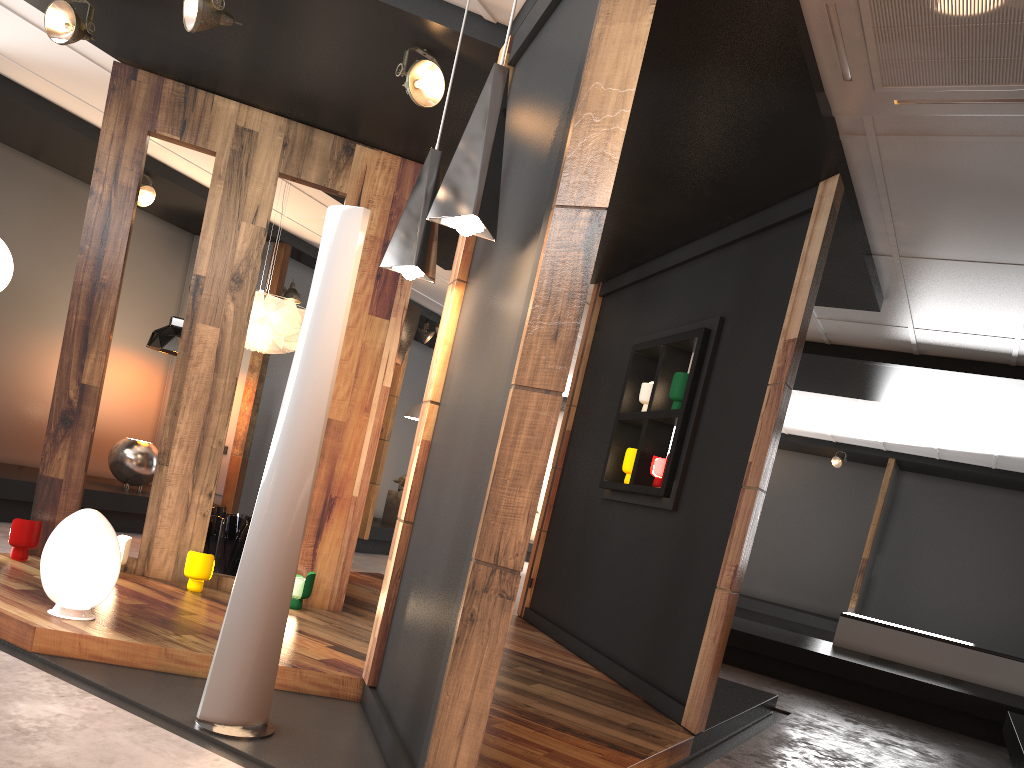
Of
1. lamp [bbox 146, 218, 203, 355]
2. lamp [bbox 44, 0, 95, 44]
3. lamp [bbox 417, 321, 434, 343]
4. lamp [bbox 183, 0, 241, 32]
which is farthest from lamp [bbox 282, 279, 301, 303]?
lamp [bbox 183, 0, 241, 32]

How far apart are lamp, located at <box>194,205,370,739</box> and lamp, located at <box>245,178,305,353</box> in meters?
2.8

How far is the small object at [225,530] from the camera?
5.66m

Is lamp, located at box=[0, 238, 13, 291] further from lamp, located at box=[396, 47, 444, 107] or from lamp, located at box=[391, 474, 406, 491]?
lamp, located at box=[391, 474, 406, 491]

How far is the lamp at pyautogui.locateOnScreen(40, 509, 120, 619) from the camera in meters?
3.6

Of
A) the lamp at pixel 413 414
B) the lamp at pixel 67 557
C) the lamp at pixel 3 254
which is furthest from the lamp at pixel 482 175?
the lamp at pixel 413 414

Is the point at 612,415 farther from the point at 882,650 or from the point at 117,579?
the point at 882,650

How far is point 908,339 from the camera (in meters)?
7.09

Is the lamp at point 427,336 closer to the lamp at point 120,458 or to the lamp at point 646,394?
the lamp at point 120,458

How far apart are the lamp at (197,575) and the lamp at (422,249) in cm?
224
